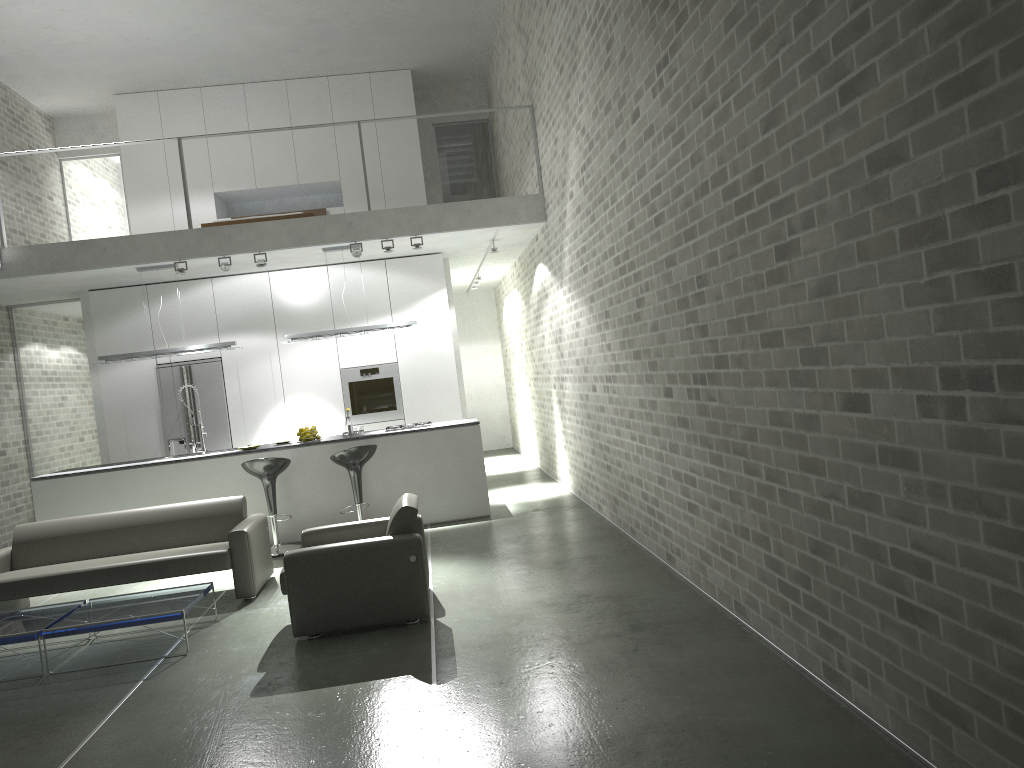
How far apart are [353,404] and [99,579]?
4.7 meters

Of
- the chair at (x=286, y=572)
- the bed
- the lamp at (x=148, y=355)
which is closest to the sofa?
the chair at (x=286, y=572)

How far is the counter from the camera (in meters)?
8.66

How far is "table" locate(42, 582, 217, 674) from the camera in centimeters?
527cm

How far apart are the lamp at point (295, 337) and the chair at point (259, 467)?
1.6m

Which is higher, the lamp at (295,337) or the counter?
the lamp at (295,337)

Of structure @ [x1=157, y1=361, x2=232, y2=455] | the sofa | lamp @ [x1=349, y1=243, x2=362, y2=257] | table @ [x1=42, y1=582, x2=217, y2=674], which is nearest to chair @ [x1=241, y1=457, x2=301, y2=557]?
the sofa

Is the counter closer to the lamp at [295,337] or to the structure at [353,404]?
the lamp at [295,337]

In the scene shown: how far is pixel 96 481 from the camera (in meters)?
8.66

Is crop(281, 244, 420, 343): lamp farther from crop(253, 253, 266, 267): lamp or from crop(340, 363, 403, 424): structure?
crop(340, 363, 403, 424): structure
